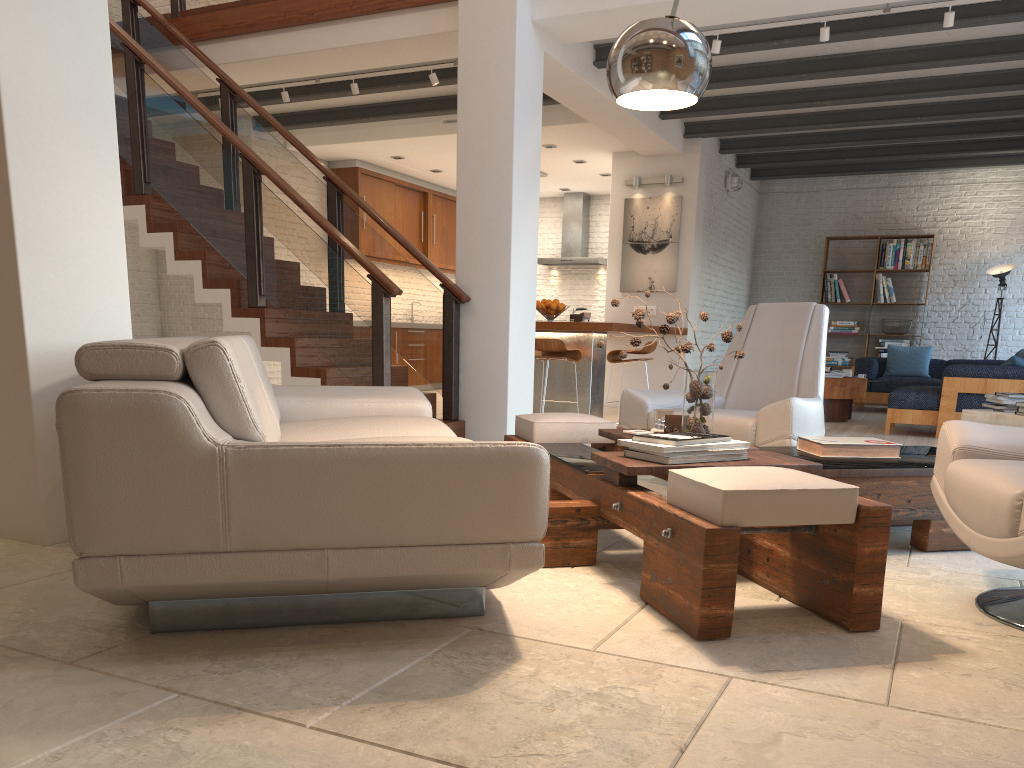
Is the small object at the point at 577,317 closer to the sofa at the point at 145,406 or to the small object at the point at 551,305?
the small object at the point at 551,305

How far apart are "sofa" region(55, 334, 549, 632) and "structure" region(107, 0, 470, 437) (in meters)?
1.49

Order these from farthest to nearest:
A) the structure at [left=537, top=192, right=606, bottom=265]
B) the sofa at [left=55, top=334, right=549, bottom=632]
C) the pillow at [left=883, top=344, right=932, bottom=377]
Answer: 1. the structure at [left=537, top=192, right=606, bottom=265]
2. the pillow at [left=883, top=344, right=932, bottom=377]
3. the sofa at [left=55, top=334, right=549, bottom=632]

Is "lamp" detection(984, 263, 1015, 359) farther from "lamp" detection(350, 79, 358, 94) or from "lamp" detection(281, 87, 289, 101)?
"lamp" detection(281, 87, 289, 101)

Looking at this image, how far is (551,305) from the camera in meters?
8.5 m

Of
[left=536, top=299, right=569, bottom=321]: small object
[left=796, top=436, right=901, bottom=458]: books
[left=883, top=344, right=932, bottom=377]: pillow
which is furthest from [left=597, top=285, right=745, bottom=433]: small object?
[left=883, top=344, right=932, bottom=377]: pillow

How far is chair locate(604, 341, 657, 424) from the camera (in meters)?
8.21

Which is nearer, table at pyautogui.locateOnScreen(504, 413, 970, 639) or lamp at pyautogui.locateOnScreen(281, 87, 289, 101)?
table at pyautogui.locateOnScreen(504, 413, 970, 639)

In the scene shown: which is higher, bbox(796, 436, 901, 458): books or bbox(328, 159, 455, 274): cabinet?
bbox(328, 159, 455, 274): cabinet

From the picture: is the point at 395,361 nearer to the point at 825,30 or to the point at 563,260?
the point at 563,260
